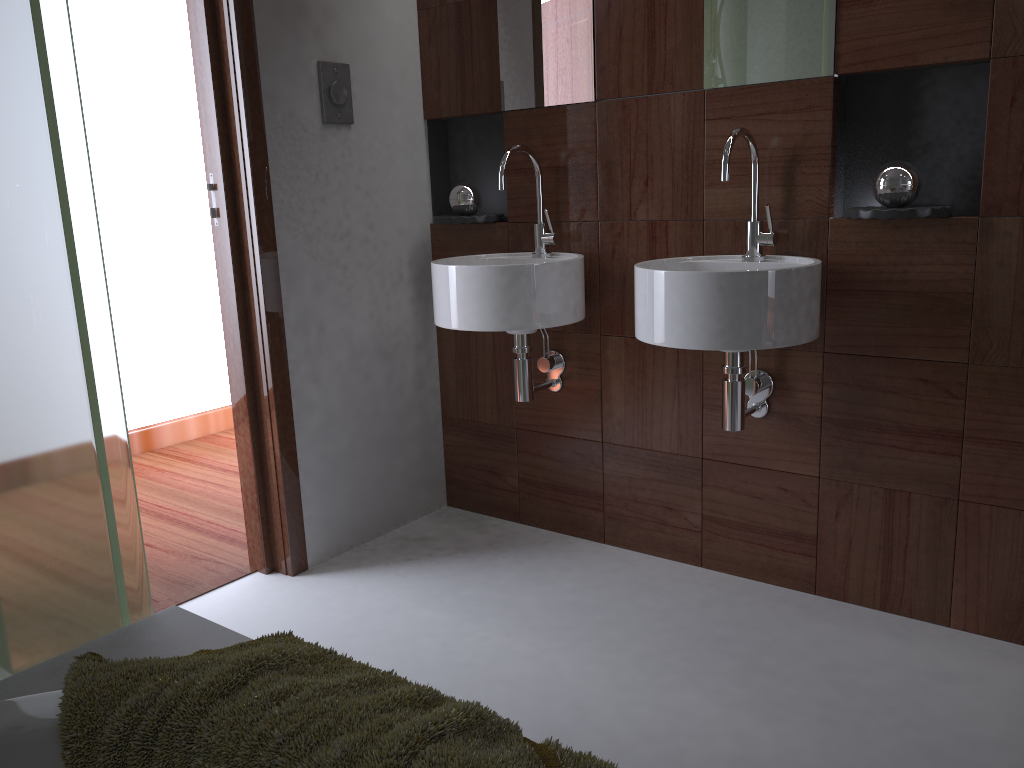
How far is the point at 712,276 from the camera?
1.8m

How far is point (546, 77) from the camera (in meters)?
2.45

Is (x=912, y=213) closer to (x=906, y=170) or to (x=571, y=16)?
(x=906, y=170)

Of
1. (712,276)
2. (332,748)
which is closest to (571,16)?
(712,276)

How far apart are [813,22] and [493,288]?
1.0 meters

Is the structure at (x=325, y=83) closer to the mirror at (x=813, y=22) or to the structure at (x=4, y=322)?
the mirror at (x=813, y=22)

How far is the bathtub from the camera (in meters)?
0.99

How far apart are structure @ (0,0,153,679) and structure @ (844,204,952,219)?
1.52m

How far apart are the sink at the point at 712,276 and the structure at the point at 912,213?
0.1 meters

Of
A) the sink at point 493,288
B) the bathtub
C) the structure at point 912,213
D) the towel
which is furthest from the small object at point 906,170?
the bathtub
